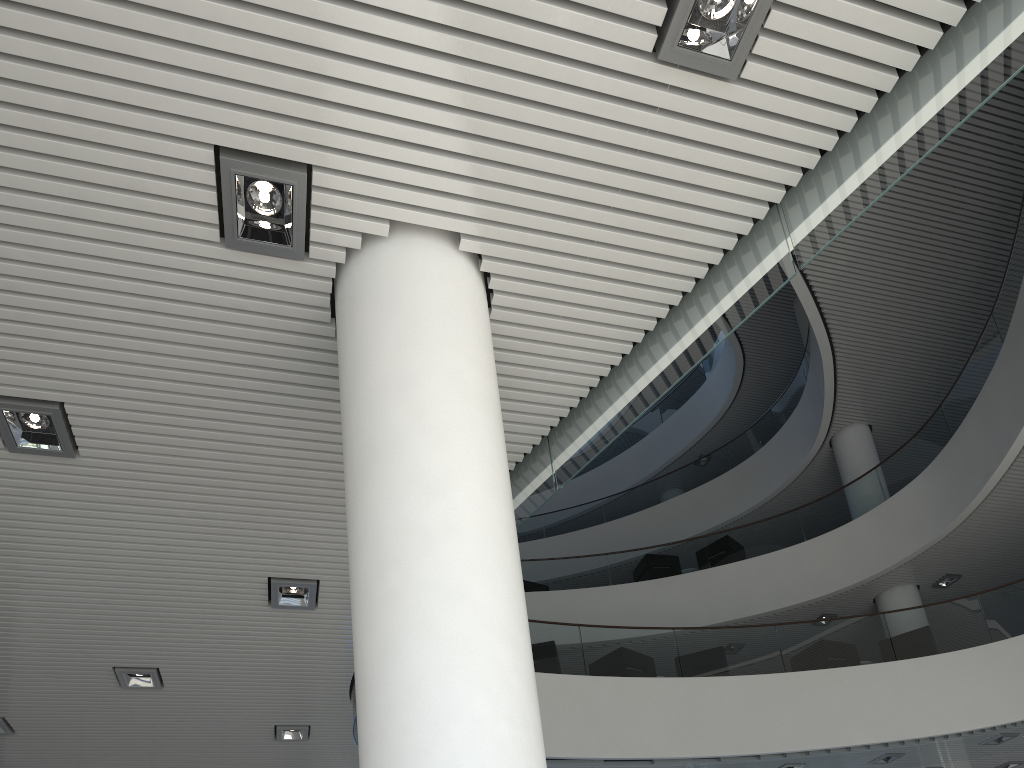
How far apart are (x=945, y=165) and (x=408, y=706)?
7.9 meters
